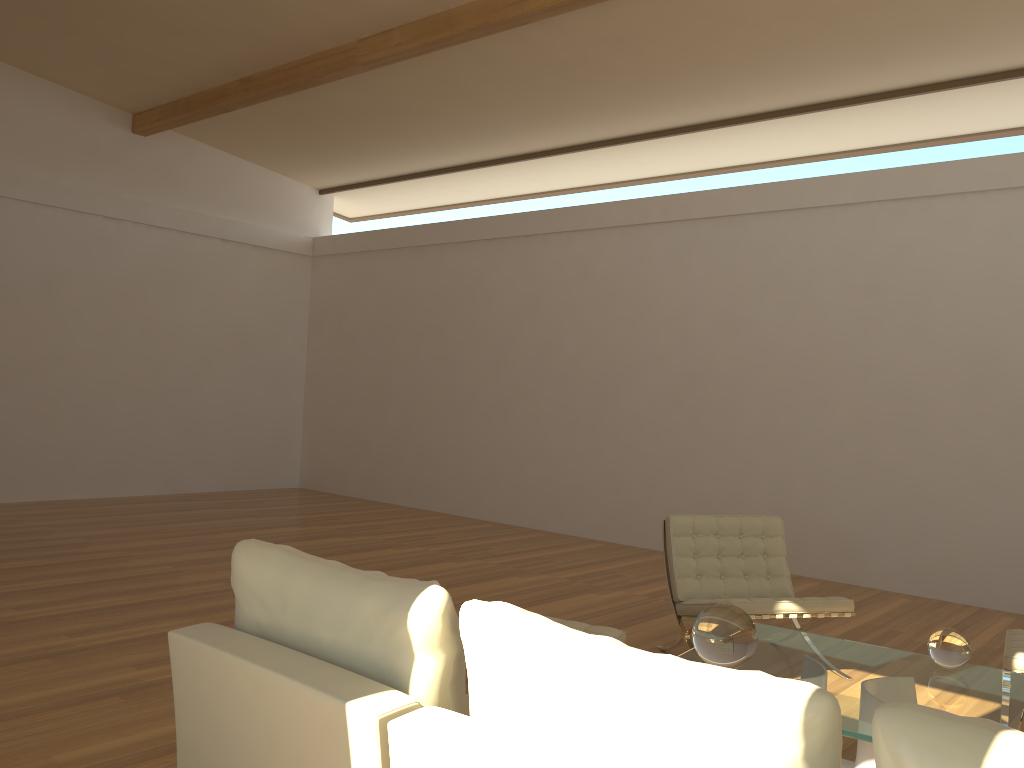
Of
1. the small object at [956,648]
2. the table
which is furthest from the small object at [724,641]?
the small object at [956,648]

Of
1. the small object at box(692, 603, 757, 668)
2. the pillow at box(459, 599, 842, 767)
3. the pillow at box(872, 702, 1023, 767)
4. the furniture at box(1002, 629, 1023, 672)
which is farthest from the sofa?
the furniture at box(1002, 629, 1023, 672)

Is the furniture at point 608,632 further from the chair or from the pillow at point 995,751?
the pillow at point 995,751

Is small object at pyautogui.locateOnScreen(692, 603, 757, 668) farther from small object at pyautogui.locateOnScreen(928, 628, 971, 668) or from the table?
small object at pyautogui.locateOnScreen(928, 628, 971, 668)

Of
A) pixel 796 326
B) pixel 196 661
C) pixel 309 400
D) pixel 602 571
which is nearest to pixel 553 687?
pixel 196 661

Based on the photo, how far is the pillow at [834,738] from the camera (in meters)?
1.42

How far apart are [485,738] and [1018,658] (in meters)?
3.10

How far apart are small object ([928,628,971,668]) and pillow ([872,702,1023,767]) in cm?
238

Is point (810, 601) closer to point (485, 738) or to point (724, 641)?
point (724, 641)

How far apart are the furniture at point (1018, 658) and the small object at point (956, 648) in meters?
0.6 m
